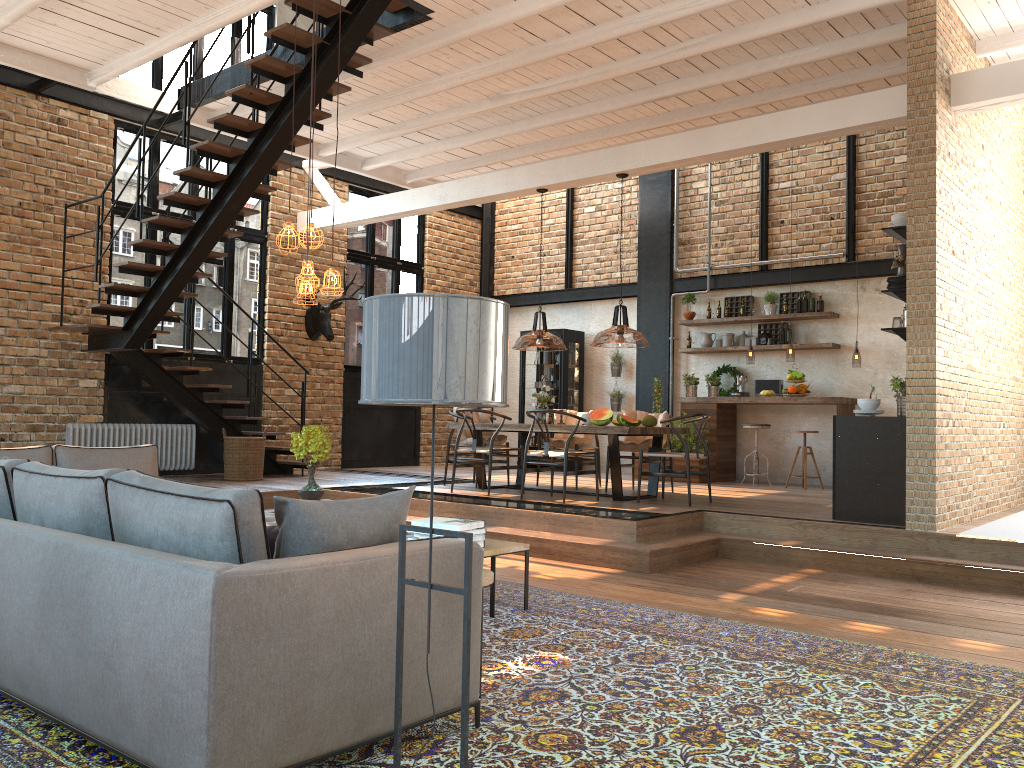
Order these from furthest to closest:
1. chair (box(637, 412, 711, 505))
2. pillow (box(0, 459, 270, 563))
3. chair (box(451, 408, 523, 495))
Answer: chair (box(451, 408, 523, 495))
chair (box(637, 412, 711, 505))
pillow (box(0, 459, 270, 563))

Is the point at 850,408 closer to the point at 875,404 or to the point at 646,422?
the point at 646,422

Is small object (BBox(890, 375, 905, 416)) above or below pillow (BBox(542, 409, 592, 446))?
above

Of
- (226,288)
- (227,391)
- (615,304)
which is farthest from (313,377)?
(615,304)

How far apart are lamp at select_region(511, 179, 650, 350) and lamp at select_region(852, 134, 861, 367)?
3.6 meters

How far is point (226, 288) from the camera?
11.3m

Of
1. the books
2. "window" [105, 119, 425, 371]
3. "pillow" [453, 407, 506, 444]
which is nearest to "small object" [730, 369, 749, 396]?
"pillow" [453, 407, 506, 444]

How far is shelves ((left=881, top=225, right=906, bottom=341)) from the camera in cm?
683

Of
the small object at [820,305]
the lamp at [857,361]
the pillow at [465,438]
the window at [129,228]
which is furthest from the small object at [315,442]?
the small object at [820,305]

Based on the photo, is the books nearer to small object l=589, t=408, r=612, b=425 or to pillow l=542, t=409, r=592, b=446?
small object l=589, t=408, r=612, b=425
